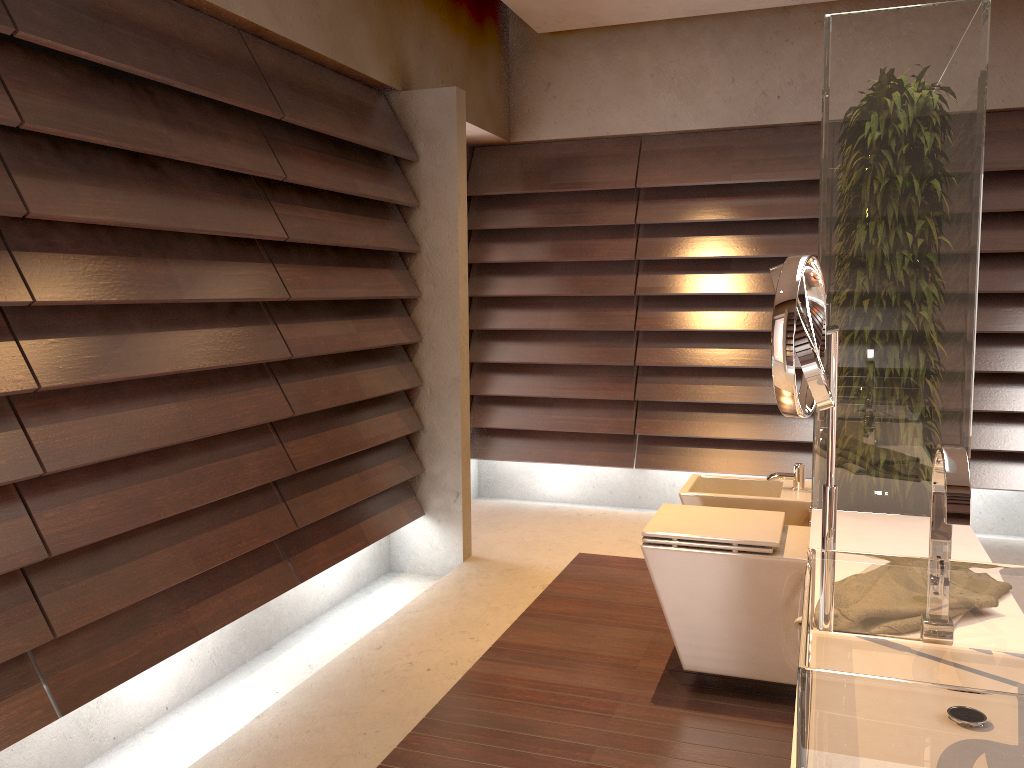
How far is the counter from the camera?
1.9 meters

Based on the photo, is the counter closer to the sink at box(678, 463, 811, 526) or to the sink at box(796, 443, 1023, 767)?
the sink at box(796, 443, 1023, 767)

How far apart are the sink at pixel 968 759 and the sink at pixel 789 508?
1.93m

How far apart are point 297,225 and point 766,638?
1.9 meters

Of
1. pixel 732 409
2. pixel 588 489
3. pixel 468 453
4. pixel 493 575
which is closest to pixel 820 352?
pixel 493 575

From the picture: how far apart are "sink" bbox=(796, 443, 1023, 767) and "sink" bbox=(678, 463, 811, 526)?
1.9m

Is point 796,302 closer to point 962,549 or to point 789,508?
point 962,549

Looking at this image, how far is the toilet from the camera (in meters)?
2.44

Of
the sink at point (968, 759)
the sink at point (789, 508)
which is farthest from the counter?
the sink at point (789, 508)

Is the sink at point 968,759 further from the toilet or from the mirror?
the toilet
